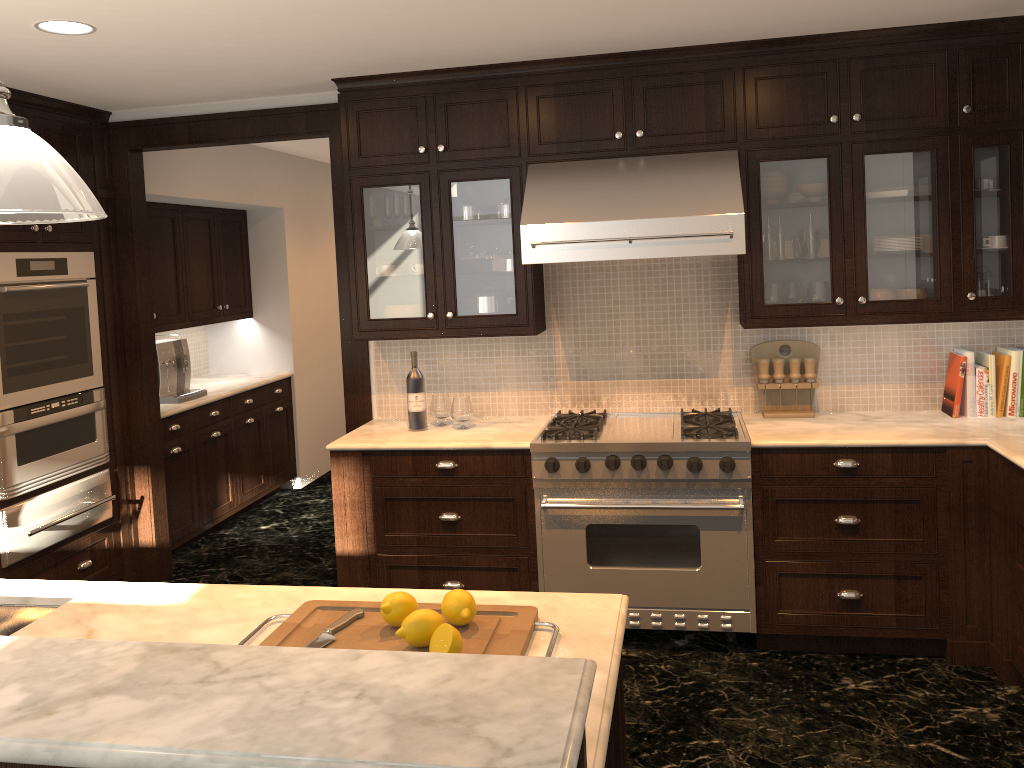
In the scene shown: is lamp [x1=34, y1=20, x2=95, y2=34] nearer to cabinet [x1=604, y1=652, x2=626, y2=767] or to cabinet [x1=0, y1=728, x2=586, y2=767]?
cabinet [x1=604, y1=652, x2=626, y2=767]

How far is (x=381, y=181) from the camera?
4.12m

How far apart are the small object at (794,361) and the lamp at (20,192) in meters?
3.2 m

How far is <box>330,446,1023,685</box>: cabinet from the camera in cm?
352

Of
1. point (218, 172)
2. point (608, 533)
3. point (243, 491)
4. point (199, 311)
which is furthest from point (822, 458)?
point (199, 311)

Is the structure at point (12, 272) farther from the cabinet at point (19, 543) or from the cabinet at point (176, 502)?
the cabinet at point (176, 502)

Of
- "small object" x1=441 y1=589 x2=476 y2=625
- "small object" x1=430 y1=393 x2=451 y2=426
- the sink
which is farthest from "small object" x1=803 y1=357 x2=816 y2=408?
the sink

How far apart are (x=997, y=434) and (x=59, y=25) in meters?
3.8 m

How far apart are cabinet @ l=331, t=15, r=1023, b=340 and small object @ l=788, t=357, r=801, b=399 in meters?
0.2

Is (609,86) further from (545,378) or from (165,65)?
(165,65)
